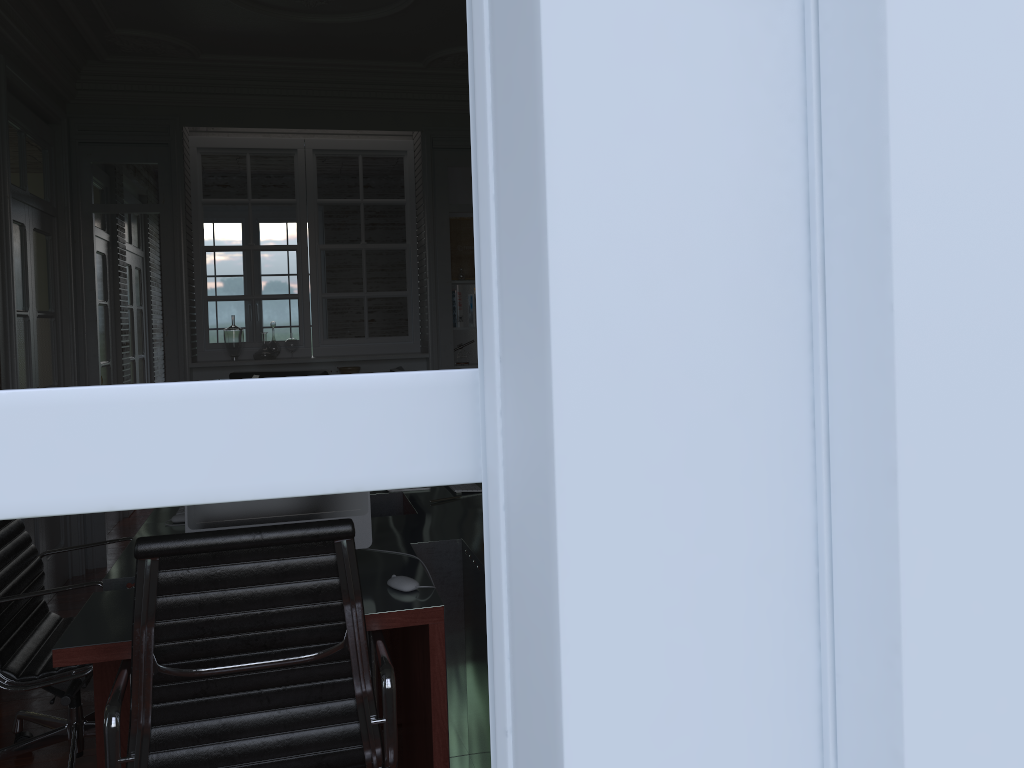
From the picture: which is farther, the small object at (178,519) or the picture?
the picture

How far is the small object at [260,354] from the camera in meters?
5.6 m

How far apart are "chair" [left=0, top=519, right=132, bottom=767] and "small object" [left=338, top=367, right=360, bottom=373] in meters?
2.8 m

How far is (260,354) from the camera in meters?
5.6 m

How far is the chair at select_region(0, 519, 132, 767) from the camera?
2.6 meters

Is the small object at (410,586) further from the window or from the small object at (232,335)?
the small object at (232,335)

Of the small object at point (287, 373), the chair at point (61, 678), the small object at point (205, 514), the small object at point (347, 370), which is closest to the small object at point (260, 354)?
the small object at point (347, 370)

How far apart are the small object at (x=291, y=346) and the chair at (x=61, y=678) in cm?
287

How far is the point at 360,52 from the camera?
5.1 meters

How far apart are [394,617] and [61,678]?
1.2 meters
